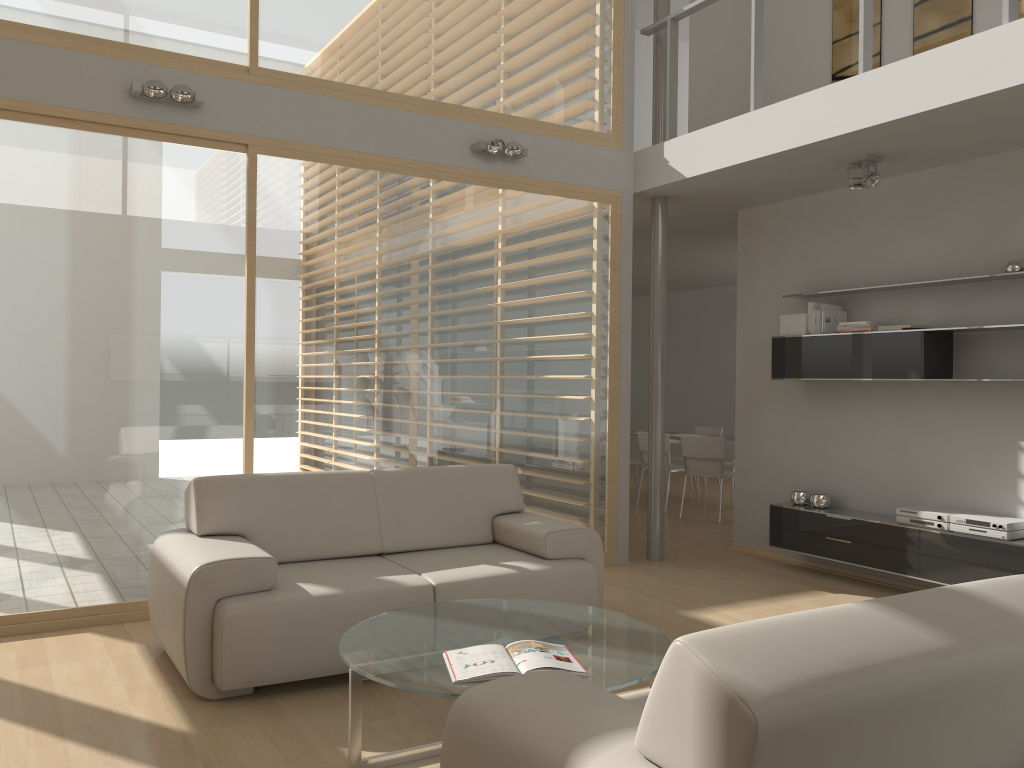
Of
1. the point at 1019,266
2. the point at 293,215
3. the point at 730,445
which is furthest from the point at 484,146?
the point at 730,445

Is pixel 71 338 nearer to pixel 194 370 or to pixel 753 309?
pixel 194 370

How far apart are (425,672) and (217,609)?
1.15m

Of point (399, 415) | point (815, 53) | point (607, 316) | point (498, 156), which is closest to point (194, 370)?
point (399, 415)

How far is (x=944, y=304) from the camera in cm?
555

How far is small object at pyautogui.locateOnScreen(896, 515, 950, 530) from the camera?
5.3m

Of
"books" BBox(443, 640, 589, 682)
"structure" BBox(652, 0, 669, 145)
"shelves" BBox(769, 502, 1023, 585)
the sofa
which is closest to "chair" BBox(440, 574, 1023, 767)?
"books" BBox(443, 640, 589, 682)

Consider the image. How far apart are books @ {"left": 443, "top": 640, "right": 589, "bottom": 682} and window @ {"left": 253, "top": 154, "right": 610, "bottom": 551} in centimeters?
246cm

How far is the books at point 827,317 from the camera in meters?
6.0 m

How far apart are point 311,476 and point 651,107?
7.4 meters
